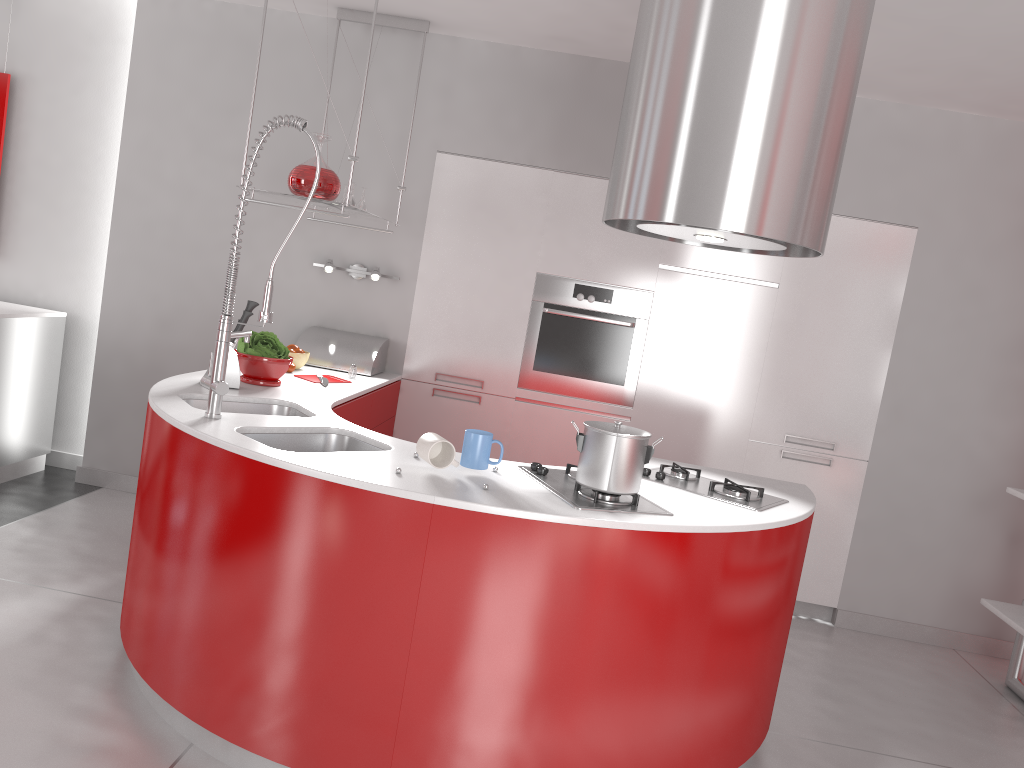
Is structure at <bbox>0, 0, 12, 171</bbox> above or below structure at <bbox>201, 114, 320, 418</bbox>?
above

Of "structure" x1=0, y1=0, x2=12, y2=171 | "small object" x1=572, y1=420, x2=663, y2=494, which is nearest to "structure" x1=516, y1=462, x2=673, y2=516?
"small object" x1=572, y1=420, x2=663, y2=494

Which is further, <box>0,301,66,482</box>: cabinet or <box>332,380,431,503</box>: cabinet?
<box>0,301,66,482</box>: cabinet

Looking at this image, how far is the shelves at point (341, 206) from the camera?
3.6m

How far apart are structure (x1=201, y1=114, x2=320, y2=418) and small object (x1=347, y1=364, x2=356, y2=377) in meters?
1.3

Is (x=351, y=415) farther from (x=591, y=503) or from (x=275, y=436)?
(x=591, y=503)

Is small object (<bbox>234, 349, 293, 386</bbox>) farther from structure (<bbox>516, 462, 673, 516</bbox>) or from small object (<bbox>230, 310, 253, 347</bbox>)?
structure (<bbox>516, 462, 673, 516</bbox>)

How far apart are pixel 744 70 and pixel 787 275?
2.28m

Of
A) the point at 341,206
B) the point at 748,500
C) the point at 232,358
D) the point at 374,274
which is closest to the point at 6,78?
the point at 374,274

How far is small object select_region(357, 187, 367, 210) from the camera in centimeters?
423cm
